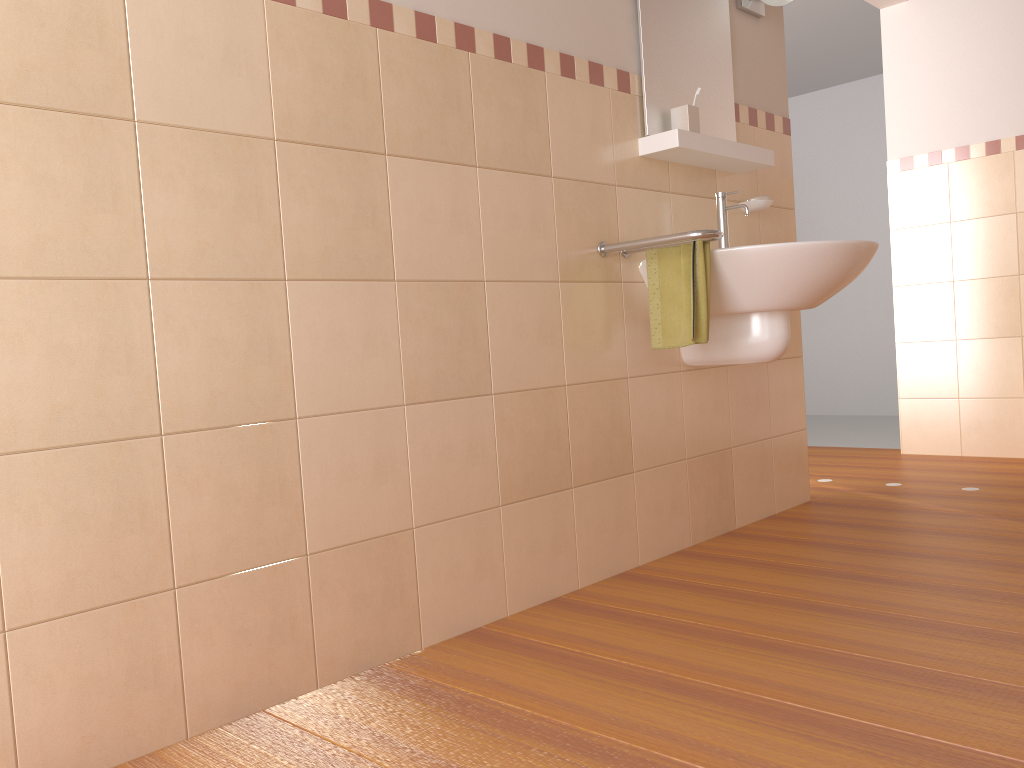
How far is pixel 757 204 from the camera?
2.9m

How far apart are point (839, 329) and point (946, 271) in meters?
2.2

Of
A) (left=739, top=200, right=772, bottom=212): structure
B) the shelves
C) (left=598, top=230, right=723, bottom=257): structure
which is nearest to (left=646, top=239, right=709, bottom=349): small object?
(left=598, top=230, right=723, bottom=257): structure

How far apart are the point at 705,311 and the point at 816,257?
0.3 meters

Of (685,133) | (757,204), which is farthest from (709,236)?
(757,204)

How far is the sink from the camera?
2.3 meters

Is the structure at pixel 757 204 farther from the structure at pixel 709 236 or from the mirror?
the structure at pixel 709 236

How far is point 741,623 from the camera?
2.0m

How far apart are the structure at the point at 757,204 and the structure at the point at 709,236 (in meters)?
0.68

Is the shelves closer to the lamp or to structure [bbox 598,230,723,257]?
structure [bbox 598,230,723,257]
